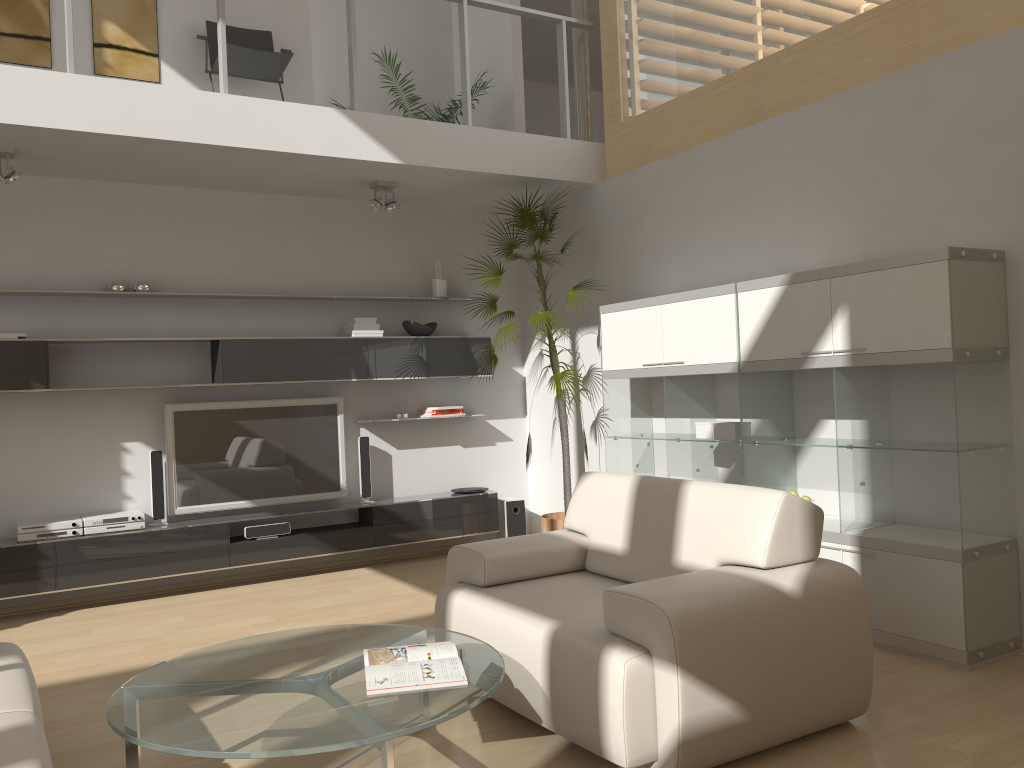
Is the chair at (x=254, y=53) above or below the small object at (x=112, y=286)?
above

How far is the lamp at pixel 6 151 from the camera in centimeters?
490cm

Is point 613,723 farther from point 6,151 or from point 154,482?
point 6,151

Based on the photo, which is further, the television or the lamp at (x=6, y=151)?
the television

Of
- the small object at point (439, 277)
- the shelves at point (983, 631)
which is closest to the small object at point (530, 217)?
the shelves at point (983, 631)

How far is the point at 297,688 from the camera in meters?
2.7 m

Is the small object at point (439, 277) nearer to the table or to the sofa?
the table

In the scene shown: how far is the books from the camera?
2.6 meters

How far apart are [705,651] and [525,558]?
1.18m

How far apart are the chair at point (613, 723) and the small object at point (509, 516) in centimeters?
280cm
